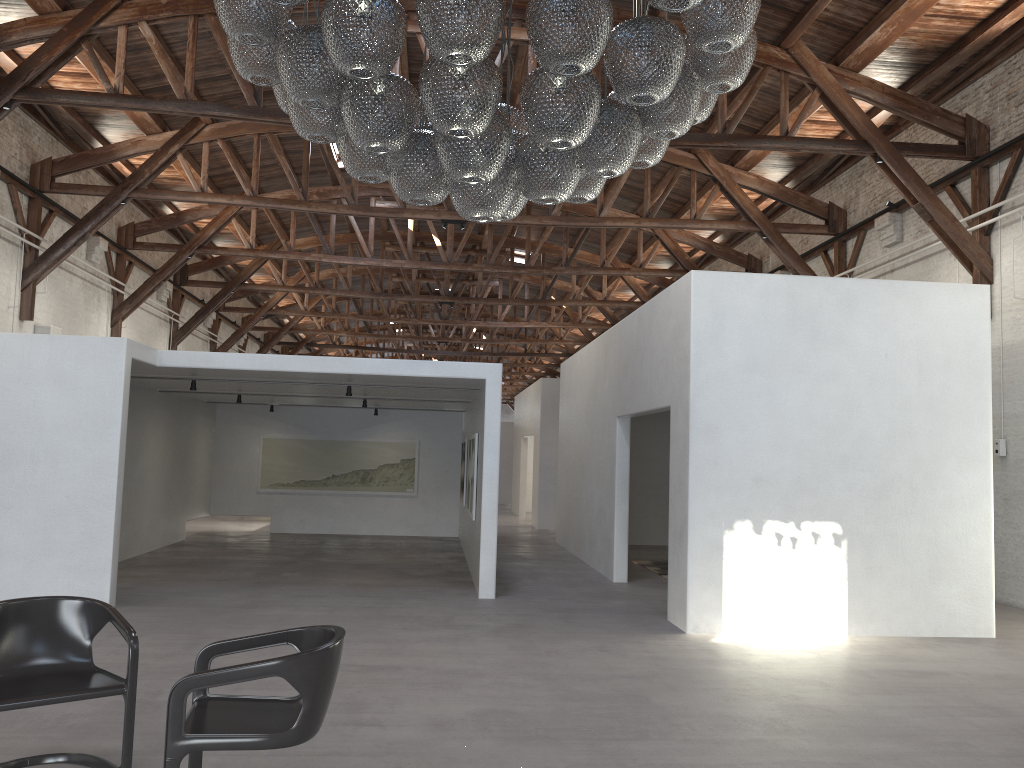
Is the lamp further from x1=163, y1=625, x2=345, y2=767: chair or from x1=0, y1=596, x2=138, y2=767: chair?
x1=0, y1=596, x2=138, y2=767: chair

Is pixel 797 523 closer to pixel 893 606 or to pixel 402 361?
pixel 893 606

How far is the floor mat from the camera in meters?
12.2 m

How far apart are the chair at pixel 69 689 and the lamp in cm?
239

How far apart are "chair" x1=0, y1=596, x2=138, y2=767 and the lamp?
2.4 meters

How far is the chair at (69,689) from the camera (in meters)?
3.82

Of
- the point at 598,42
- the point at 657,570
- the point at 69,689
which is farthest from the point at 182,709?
the point at 657,570

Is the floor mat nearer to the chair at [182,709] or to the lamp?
the lamp

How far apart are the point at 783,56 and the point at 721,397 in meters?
5.0

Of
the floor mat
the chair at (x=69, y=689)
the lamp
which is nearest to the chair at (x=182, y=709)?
the chair at (x=69, y=689)
